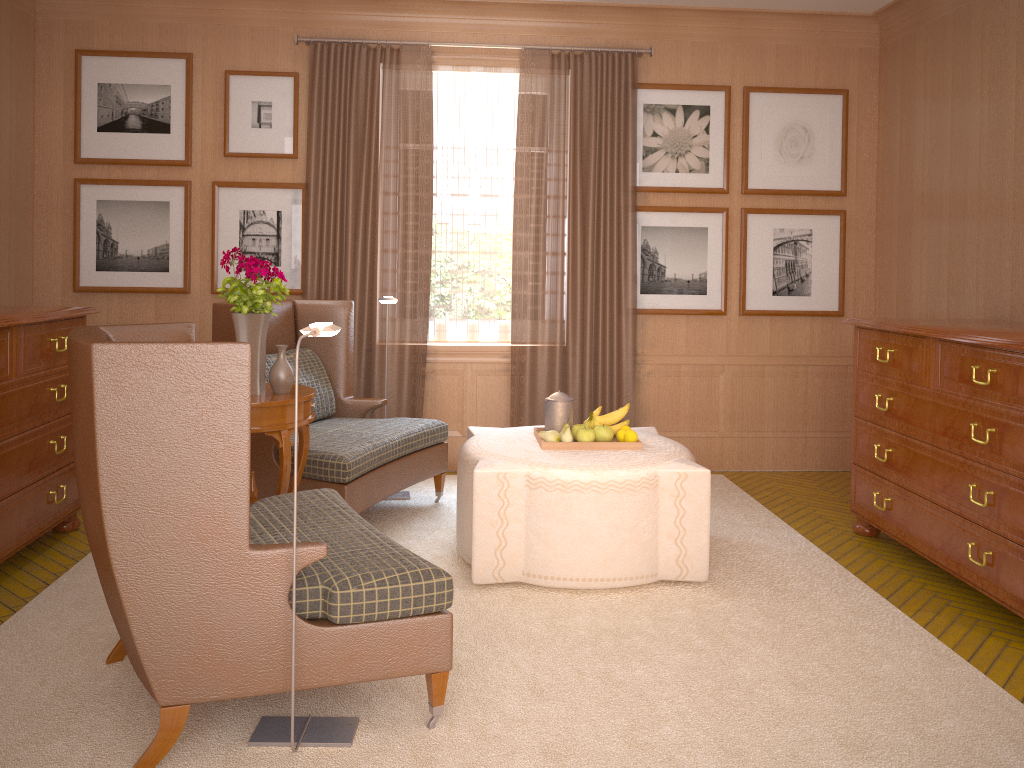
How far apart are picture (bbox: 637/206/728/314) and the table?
4.50m

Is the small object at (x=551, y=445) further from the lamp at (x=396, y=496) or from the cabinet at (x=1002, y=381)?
the lamp at (x=396, y=496)

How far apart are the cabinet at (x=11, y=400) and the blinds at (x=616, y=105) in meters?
4.3

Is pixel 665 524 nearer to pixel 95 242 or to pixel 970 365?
pixel 970 365

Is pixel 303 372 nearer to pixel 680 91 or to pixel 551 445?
pixel 551 445

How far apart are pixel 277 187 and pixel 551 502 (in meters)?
5.21

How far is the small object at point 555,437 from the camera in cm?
706

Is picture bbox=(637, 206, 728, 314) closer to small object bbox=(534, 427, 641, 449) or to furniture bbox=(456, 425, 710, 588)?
furniture bbox=(456, 425, 710, 588)

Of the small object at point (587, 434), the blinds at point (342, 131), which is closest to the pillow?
the blinds at point (342, 131)

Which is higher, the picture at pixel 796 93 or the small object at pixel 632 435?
the picture at pixel 796 93
